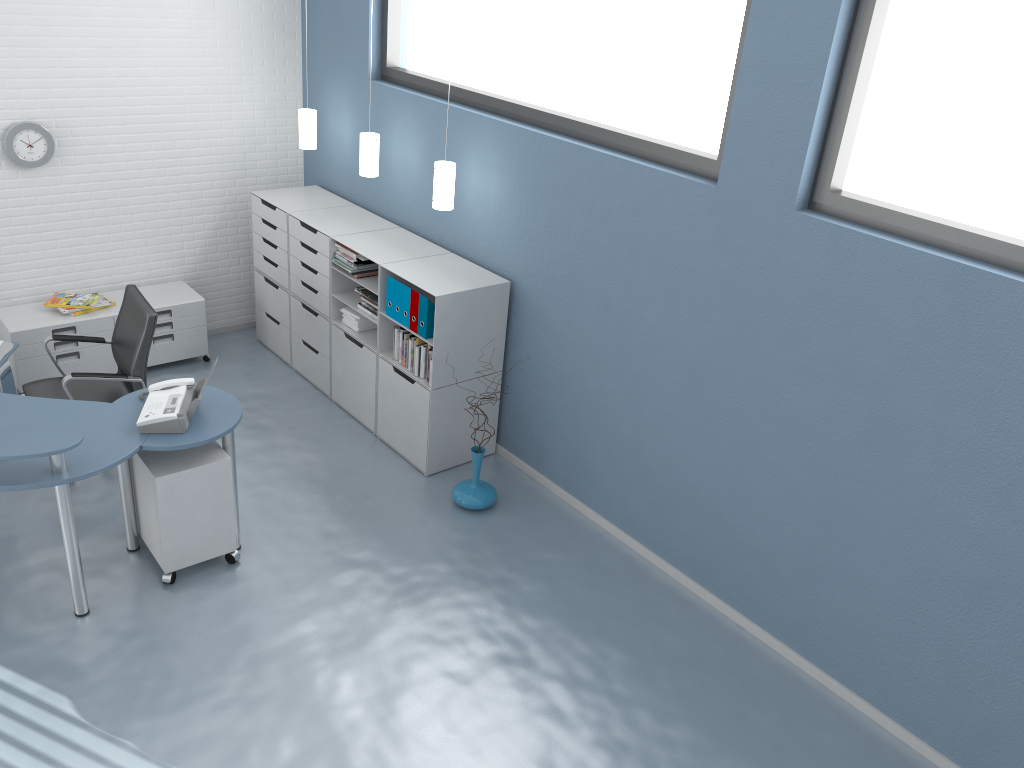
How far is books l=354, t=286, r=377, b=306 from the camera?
5.34m

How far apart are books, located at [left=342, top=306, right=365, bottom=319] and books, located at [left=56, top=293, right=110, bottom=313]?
1.7 meters

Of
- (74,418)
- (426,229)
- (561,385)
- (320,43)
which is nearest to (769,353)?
(561,385)

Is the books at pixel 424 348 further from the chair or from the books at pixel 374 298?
the chair

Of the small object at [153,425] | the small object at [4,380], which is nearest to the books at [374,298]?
the small object at [153,425]

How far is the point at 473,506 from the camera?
5.0m

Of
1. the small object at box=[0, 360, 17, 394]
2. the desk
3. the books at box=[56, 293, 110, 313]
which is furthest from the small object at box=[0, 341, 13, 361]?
the books at box=[56, 293, 110, 313]

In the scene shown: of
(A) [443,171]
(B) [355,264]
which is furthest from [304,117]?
(A) [443,171]

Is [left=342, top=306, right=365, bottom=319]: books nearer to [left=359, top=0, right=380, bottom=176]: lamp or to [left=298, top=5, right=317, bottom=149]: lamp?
[left=359, top=0, right=380, bottom=176]: lamp

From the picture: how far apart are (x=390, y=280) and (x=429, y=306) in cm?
38
